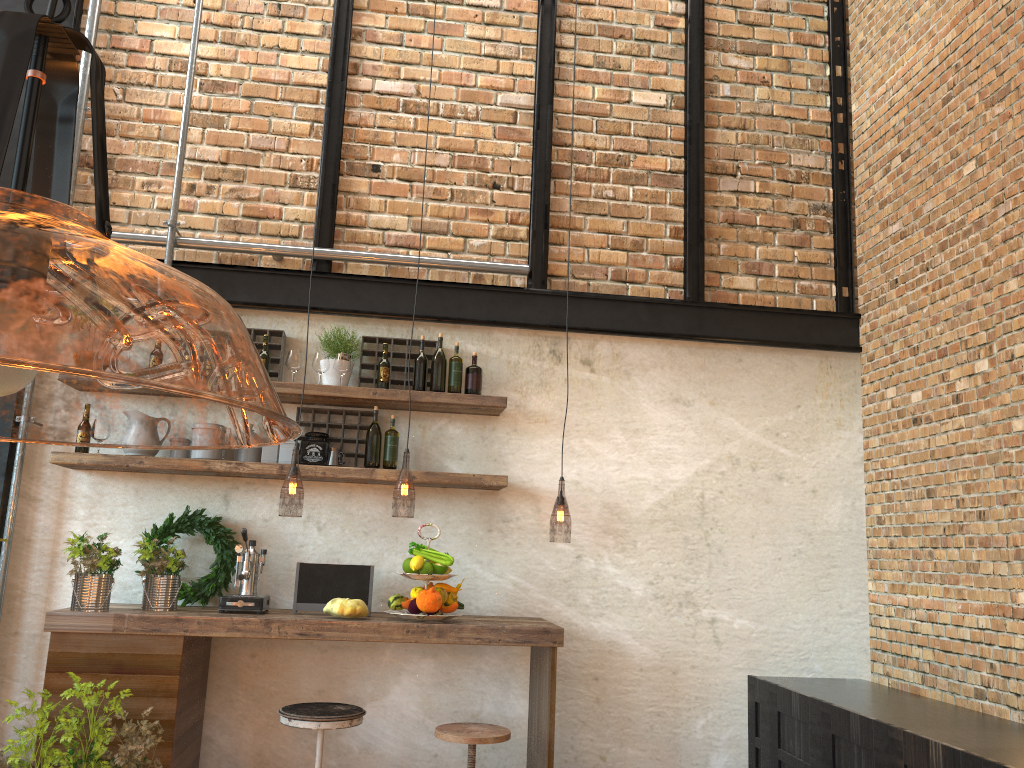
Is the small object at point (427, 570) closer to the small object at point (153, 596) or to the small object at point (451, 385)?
Result: the small object at point (451, 385)

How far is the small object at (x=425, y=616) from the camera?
3.8 meters

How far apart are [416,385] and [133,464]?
1.4 meters

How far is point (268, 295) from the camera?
4.56m

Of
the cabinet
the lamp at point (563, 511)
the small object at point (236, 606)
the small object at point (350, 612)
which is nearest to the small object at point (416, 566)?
the small object at point (350, 612)

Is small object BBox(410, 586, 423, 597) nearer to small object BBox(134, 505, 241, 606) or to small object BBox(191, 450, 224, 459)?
small object BBox(134, 505, 241, 606)

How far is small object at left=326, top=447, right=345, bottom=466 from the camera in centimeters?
430cm

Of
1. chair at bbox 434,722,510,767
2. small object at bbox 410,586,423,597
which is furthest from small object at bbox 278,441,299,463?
chair at bbox 434,722,510,767

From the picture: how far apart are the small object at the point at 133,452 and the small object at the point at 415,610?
1.47m

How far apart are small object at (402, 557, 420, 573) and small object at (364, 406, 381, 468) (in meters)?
A: 0.55
